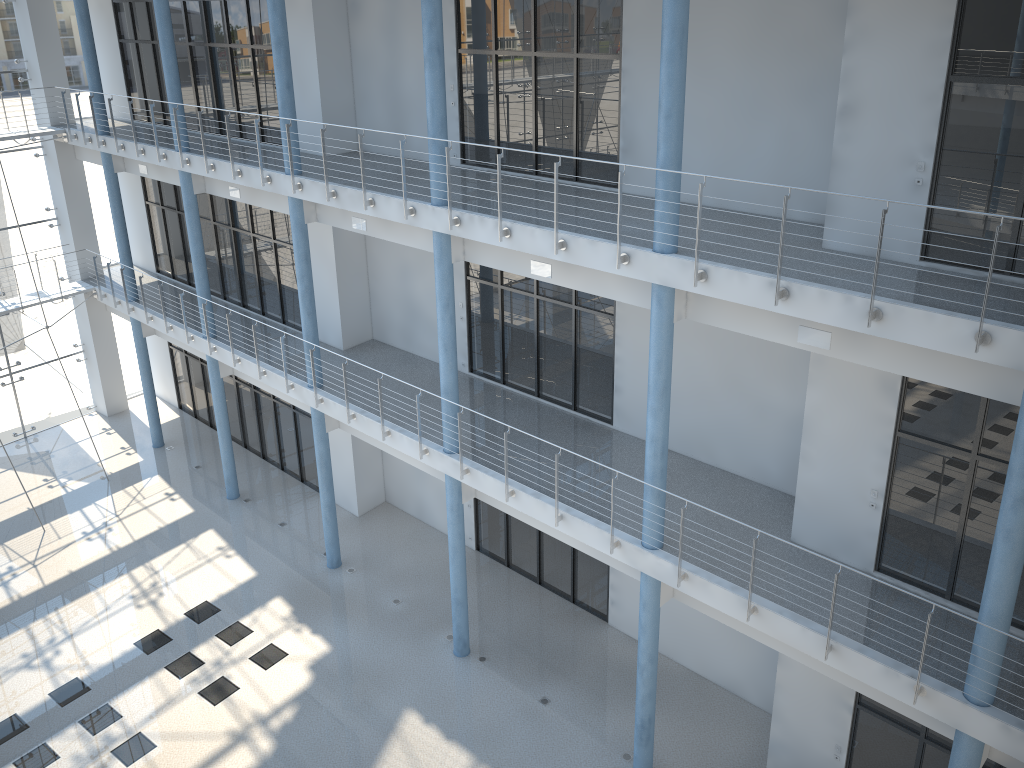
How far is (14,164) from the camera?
2.84m

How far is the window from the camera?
2.8 meters

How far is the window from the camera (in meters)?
2.84
